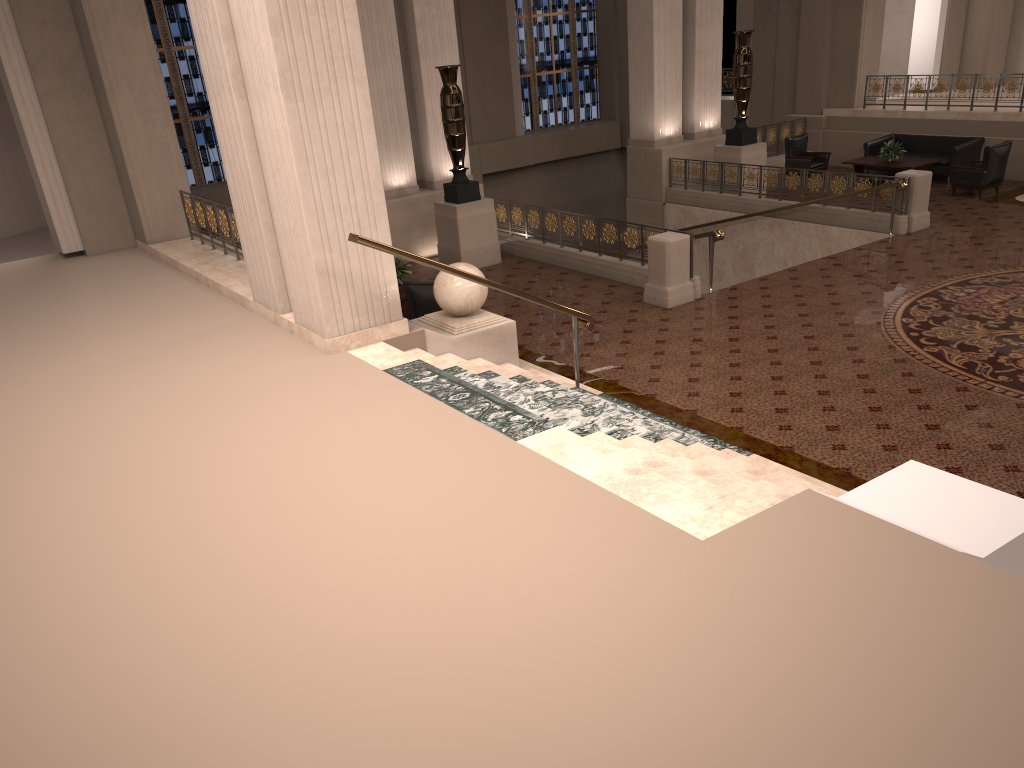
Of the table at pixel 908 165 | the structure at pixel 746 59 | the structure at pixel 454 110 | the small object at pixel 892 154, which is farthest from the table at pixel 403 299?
the small object at pixel 892 154

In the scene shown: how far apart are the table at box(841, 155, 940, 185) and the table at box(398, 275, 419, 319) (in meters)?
10.20

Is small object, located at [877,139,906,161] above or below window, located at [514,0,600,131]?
below

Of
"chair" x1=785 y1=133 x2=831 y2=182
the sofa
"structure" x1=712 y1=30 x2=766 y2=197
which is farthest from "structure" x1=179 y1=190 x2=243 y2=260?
the sofa

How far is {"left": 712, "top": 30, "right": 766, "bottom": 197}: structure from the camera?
15.8 meters

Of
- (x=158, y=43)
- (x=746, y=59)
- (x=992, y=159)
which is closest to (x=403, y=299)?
(x=746, y=59)

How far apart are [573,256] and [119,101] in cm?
637

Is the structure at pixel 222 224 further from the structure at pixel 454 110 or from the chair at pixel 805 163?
the chair at pixel 805 163

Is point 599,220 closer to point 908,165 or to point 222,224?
point 222,224

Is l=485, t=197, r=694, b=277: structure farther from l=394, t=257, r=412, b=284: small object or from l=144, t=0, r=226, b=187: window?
l=144, t=0, r=226, b=187: window
